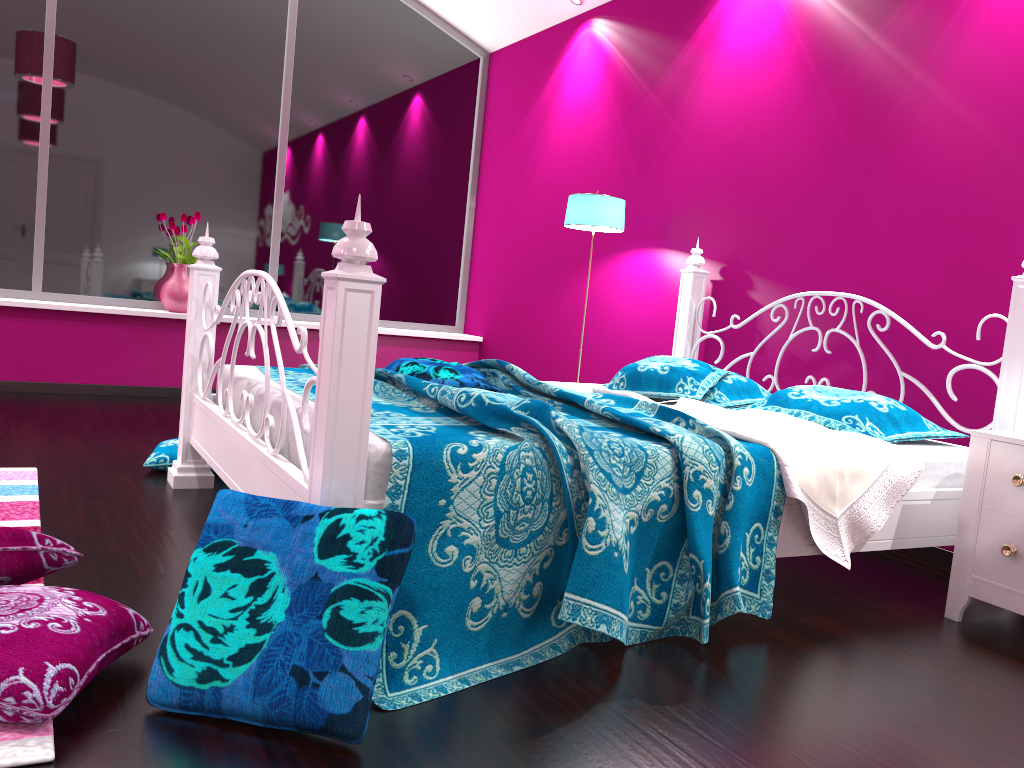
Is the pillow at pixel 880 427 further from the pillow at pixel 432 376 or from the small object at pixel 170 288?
the small object at pixel 170 288

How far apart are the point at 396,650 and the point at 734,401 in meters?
2.0

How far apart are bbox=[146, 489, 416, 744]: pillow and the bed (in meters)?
0.08

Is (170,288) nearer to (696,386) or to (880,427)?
(696,386)

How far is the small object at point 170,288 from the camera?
5.3 meters

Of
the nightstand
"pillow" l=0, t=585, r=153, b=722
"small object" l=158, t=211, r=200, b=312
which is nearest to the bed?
the nightstand

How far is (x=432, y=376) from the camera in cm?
300

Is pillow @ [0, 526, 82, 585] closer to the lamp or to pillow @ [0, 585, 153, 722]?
pillow @ [0, 585, 153, 722]

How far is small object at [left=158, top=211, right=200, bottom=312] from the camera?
5.3 meters

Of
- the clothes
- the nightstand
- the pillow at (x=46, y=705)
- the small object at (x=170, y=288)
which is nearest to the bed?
the clothes
